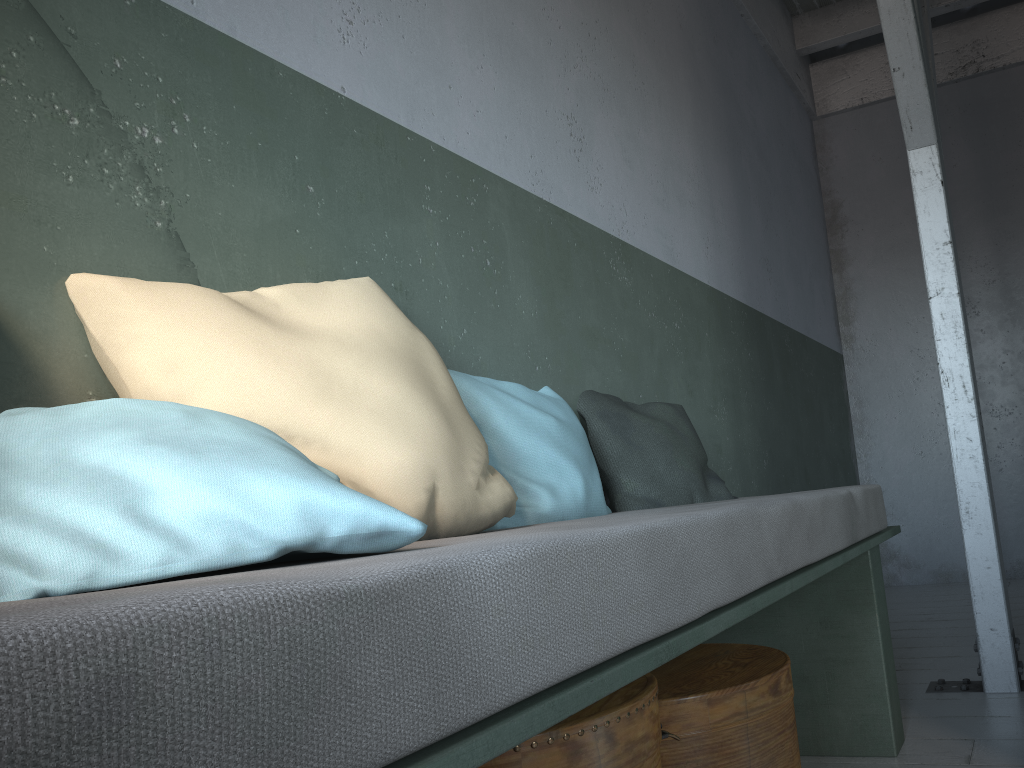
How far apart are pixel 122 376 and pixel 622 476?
1.5m

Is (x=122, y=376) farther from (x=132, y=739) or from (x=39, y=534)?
(x=132, y=739)

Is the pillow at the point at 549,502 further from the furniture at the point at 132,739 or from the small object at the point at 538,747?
the small object at the point at 538,747

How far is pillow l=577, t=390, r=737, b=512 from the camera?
2.6m

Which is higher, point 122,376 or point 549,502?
point 122,376

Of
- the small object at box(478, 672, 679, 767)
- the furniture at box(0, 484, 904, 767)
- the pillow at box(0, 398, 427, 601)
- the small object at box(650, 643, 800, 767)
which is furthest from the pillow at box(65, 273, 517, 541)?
the small object at box(650, 643, 800, 767)

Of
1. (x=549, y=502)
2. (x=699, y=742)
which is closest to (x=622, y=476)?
(x=549, y=502)

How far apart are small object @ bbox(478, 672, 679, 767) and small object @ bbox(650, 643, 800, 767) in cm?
14

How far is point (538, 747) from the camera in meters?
1.4 m

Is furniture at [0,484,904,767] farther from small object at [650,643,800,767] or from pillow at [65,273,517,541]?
small object at [650,643,800,767]
